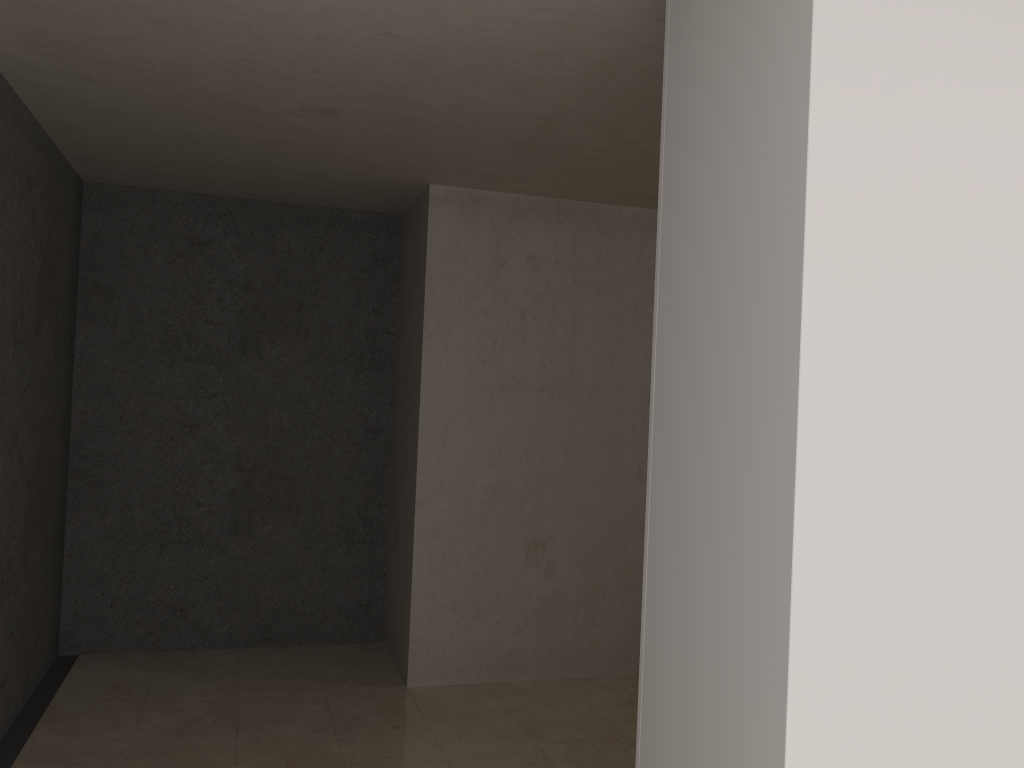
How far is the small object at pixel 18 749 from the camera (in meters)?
3.45

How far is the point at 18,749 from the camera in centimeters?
345cm

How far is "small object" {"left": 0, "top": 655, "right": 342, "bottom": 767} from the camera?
3.4m

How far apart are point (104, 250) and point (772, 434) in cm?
414
